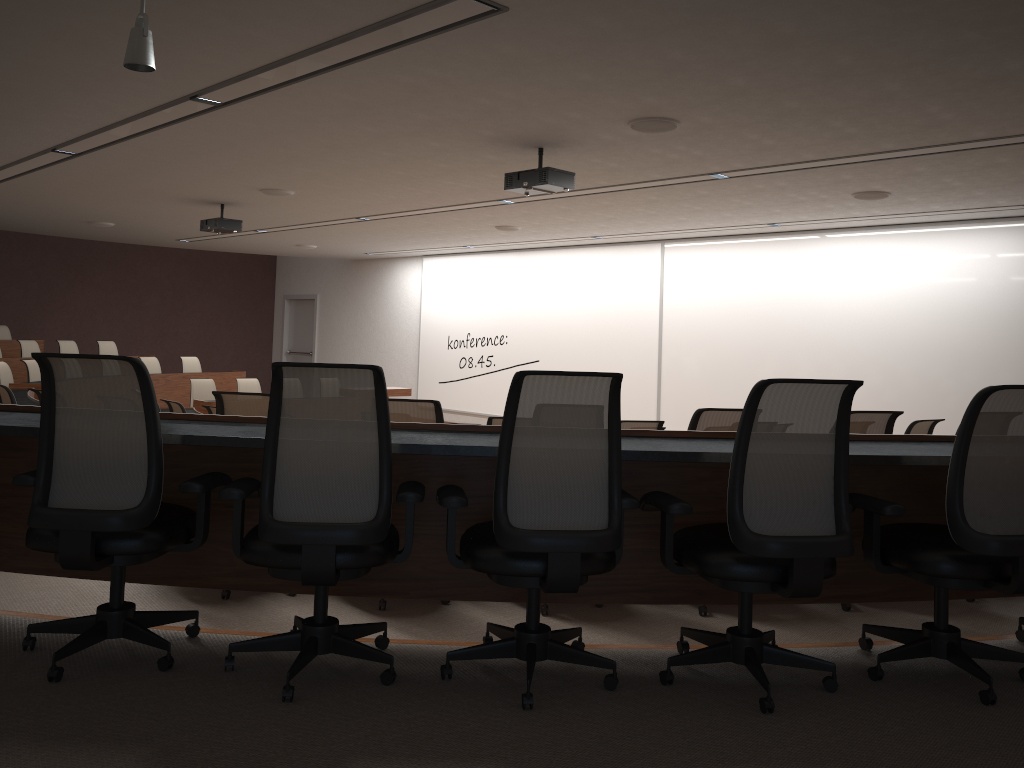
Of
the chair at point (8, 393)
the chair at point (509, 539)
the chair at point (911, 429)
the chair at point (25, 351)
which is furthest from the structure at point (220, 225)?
the chair at point (509, 539)

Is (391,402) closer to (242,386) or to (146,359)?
(242,386)

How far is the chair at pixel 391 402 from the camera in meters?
4.0 m

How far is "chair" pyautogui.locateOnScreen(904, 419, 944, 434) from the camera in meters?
6.3

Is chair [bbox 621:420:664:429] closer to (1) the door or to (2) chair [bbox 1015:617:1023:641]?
(2) chair [bbox 1015:617:1023:641]

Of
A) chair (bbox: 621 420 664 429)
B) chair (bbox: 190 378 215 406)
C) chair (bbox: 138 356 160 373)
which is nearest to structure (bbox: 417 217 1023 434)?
chair (bbox: 138 356 160 373)

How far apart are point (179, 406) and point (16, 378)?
5.2 meters

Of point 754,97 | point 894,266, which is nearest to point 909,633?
point 754,97

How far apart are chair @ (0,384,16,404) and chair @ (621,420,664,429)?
4.7 meters

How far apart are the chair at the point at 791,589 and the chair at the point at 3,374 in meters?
9.7
